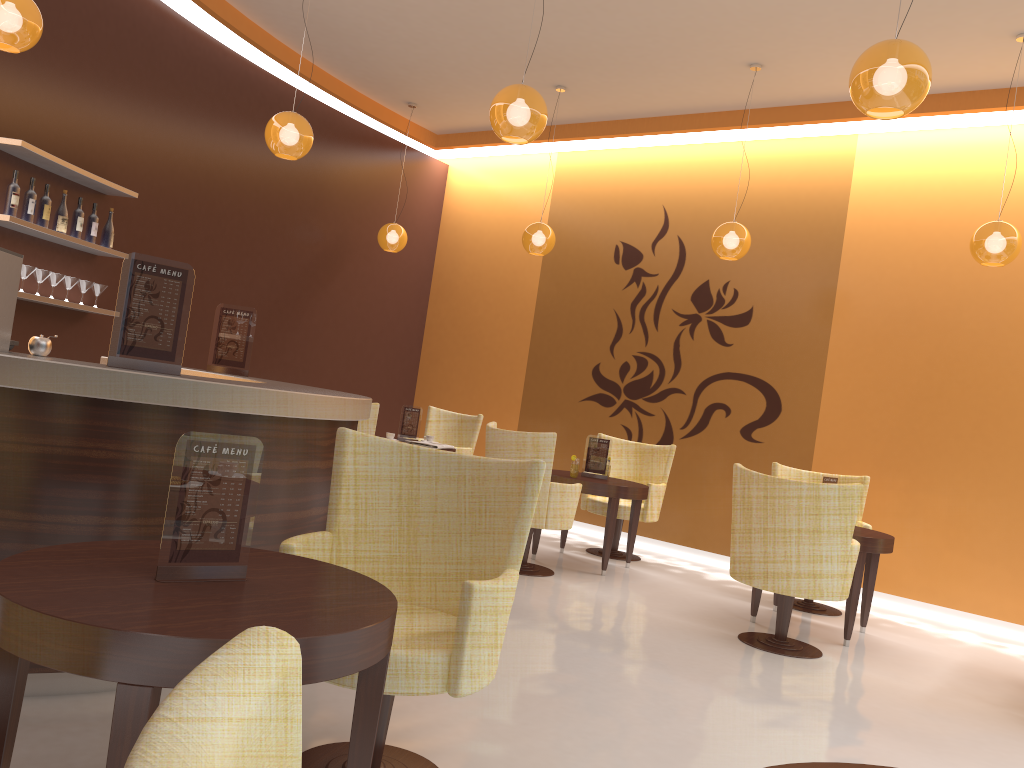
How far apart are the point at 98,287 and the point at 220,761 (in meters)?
6.53

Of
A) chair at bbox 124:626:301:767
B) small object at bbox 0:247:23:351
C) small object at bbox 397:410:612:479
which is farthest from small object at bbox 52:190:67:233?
chair at bbox 124:626:301:767

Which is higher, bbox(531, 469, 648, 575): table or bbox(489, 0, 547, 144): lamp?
bbox(489, 0, 547, 144): lamp

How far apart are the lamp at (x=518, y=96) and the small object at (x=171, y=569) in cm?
278

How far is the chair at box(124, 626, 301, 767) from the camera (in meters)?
0.43

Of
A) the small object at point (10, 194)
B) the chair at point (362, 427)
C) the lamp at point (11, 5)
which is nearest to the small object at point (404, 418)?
the chair at point (362, 427)

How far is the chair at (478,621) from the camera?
2.45m

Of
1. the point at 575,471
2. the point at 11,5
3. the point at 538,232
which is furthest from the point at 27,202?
the point at 575,471

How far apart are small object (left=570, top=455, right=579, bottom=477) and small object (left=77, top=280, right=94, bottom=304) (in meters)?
3.68

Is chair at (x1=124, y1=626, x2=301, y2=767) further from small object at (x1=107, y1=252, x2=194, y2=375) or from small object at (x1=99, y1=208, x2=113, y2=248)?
small object at (x1=99, y1=208, x2=113, y2=248)
